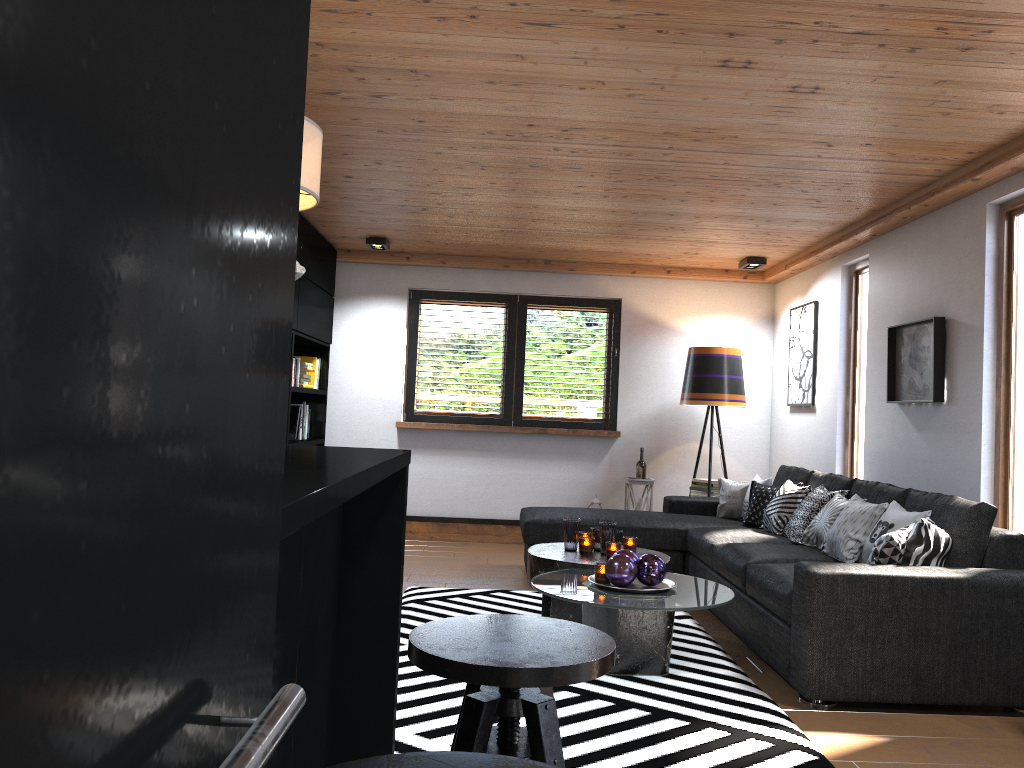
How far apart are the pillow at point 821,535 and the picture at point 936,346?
0.6 meters

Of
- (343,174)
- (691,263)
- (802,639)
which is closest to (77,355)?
(802,639)

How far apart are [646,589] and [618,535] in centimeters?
104cm

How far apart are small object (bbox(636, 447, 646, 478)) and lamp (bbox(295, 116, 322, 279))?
6.0m

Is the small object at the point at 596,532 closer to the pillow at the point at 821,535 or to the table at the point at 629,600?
the table at the point at 629,600

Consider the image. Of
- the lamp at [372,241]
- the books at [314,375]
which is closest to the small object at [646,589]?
the lamp at [372,241]

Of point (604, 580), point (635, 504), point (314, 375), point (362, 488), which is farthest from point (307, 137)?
point (635, 504)

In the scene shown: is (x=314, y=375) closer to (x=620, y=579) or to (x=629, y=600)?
(x=620, y=579)

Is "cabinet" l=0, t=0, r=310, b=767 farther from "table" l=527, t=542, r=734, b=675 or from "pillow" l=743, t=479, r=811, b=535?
"pillow" l=743, t=479, r=811, b=535

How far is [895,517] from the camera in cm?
414
